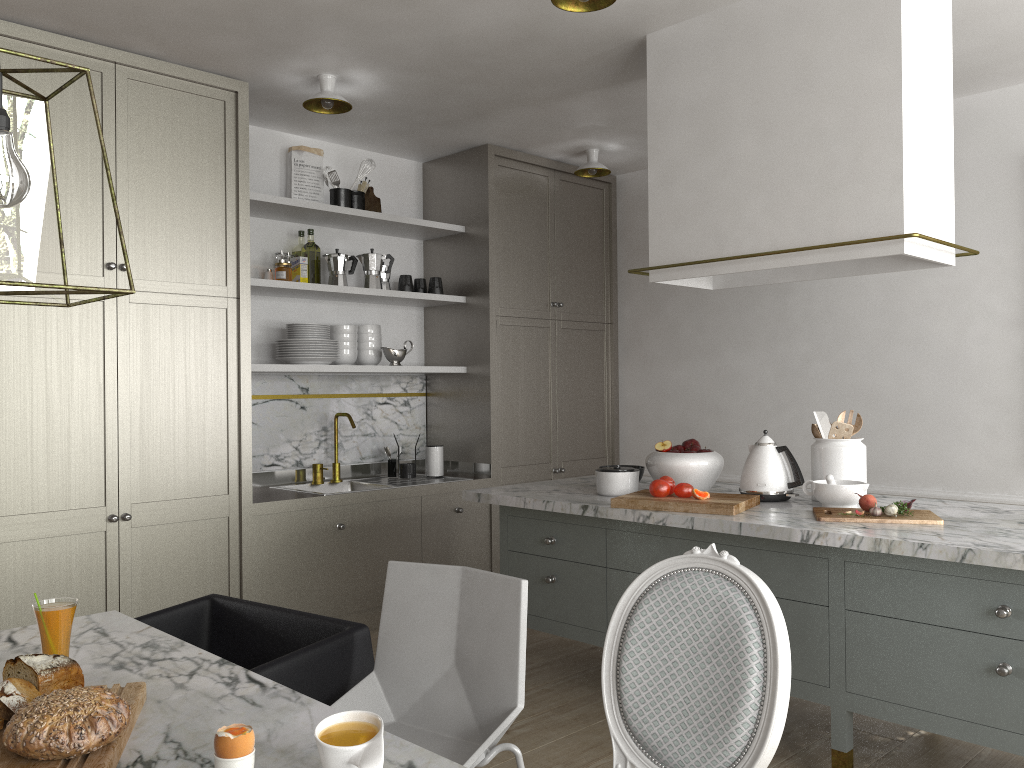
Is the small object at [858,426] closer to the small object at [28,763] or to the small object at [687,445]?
the small object at [687,445]

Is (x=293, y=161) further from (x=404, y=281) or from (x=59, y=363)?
(x=59, y=363)

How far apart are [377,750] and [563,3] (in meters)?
2.26

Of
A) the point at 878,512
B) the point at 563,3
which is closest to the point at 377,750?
the point at 878,512

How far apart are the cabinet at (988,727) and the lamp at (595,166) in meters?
1.8 m

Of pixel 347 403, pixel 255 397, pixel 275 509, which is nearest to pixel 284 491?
pixel 275 509

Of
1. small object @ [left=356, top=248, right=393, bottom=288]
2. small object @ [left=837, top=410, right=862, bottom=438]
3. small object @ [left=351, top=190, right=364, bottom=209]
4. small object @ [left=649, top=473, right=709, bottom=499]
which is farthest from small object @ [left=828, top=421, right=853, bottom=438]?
small object @ [left=351, top=190, right=364, bottom=209]

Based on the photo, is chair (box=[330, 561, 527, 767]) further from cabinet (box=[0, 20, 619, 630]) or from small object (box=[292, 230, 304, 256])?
small object (box=[292, 230, 304, 256])

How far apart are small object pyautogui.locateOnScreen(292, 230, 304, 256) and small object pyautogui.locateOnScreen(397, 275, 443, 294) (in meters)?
0.54

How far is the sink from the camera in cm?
432
